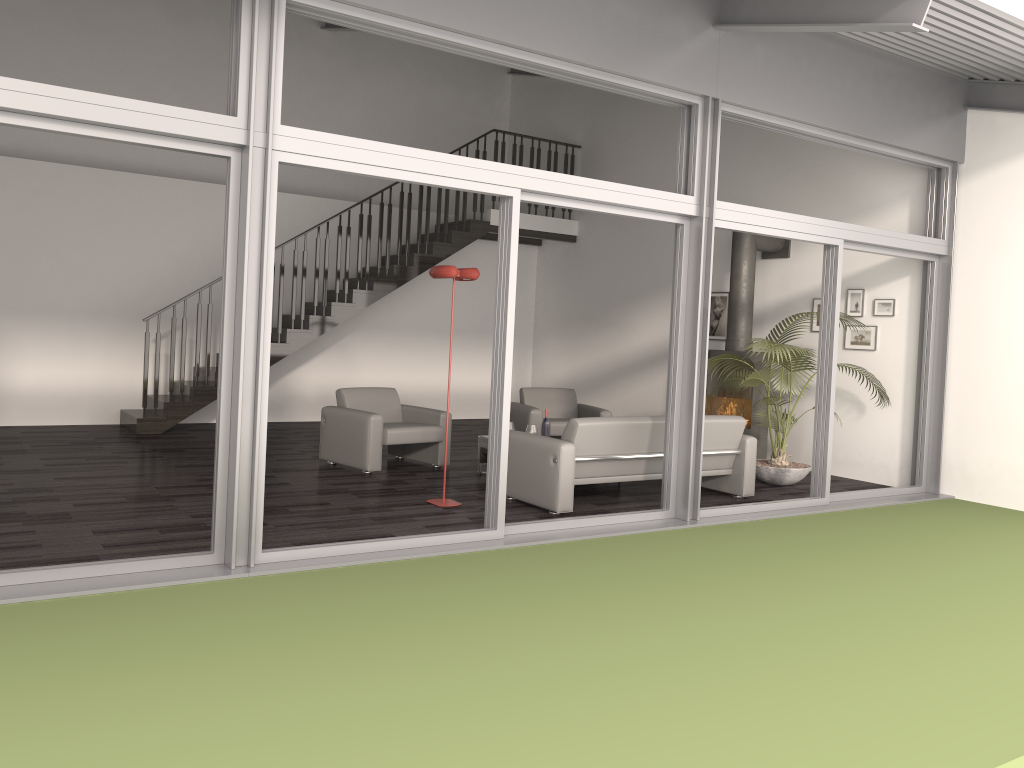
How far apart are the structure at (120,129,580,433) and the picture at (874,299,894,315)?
5.1m

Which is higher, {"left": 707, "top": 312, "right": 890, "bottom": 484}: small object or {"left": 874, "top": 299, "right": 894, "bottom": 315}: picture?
{"left": 874, "top": 299, "right": 894, "bottom": 315}: picture

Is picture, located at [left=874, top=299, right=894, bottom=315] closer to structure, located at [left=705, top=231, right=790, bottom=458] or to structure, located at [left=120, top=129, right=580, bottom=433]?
structure, located at [left=705, top=231, right=790, bottom=458]

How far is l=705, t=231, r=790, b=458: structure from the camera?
9.3m

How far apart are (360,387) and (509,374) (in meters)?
3.39

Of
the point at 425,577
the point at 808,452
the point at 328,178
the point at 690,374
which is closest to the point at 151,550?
the point at 425,577

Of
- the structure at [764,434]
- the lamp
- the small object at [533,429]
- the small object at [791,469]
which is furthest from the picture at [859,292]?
the lamp

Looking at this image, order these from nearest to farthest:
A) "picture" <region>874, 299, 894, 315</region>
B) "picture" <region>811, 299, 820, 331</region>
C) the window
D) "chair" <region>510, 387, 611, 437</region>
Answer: the window, "picture" <region>874, 299, 894, 315</region>, "chair" <region>510, 387, 611, 437</region>, "picture" <region>811, 299, 820, 331</region>

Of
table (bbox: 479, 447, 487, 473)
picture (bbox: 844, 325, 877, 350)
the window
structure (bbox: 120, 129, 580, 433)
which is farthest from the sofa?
structure (bbox: 120, 129, 580, 433)

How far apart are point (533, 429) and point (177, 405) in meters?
4.5
